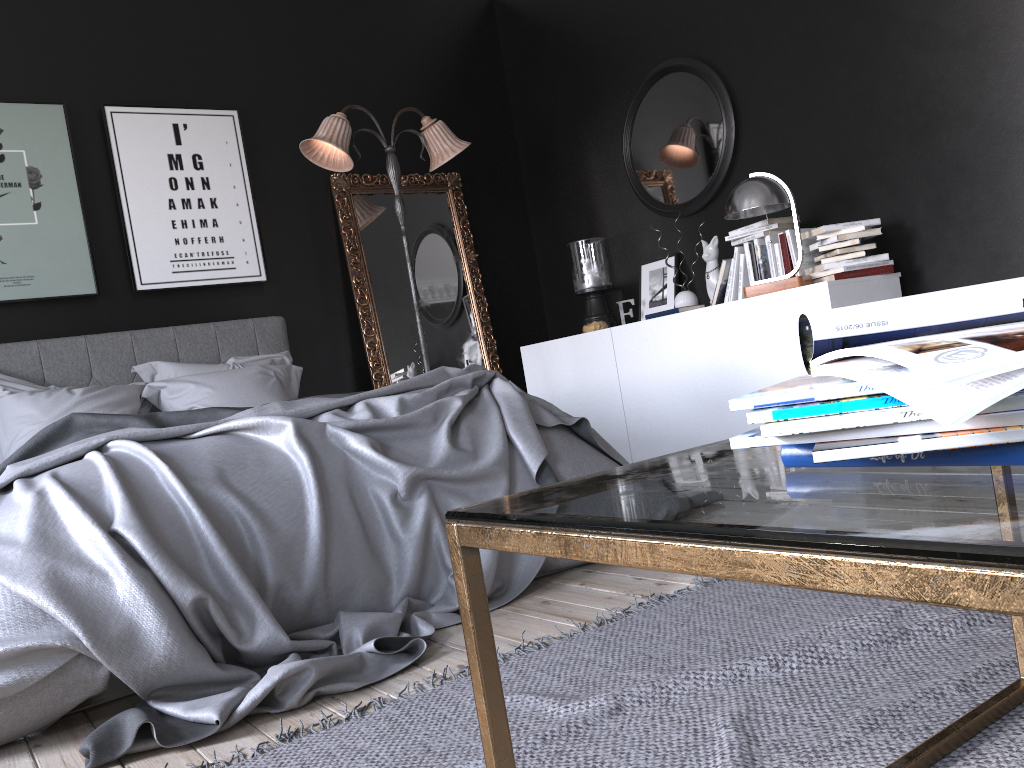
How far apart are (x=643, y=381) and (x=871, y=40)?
2.04m

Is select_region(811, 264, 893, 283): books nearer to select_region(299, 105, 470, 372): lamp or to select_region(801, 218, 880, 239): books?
select_region(801, 218, 880, 239): books

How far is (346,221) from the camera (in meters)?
5.77

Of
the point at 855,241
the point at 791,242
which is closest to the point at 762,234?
the point at 791,242

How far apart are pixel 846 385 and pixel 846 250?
3.8 meters

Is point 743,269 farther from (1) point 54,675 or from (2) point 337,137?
(1) point 54,675

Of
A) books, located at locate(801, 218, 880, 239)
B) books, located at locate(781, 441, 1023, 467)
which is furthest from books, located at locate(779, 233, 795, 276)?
books, located at locate(781, 441, 1023, 467)

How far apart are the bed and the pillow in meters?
0.1

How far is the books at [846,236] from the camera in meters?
4.1 m

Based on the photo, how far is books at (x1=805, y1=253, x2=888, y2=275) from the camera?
4.15m
